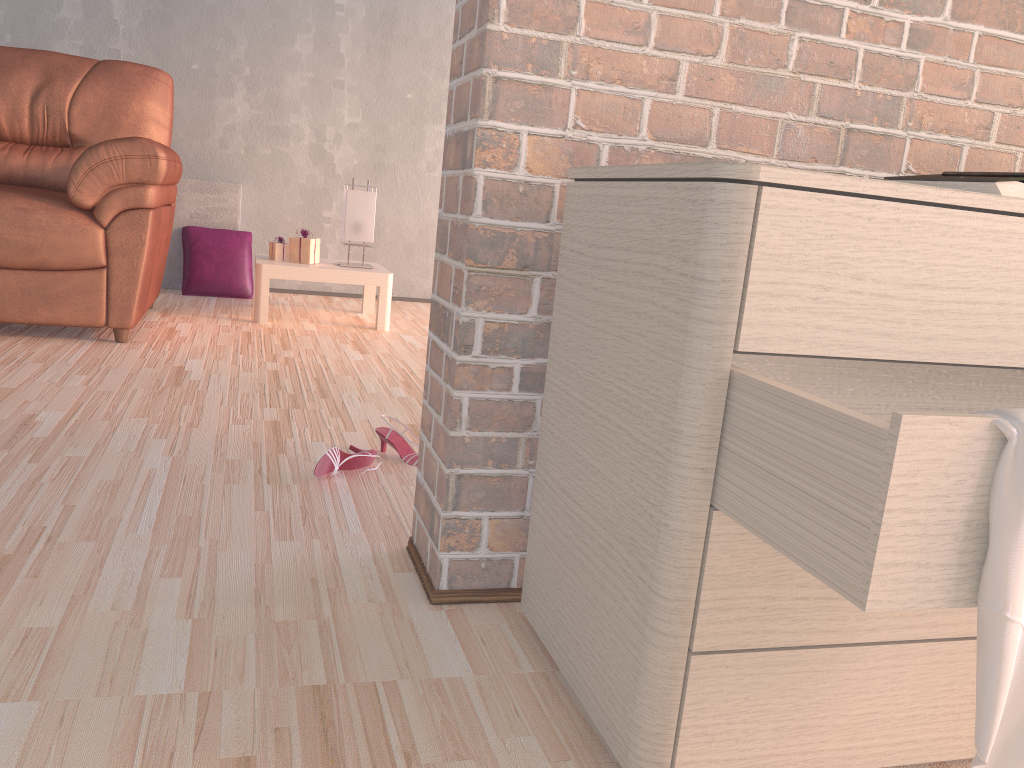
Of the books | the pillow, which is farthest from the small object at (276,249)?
the books

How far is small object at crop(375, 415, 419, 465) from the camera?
1.9m

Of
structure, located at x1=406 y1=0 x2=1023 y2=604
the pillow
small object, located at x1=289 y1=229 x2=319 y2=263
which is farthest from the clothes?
the pillow

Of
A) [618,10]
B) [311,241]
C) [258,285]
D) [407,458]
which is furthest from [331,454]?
[311,241]

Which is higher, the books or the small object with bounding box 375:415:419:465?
the books

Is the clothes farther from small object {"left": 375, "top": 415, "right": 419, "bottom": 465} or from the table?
the table

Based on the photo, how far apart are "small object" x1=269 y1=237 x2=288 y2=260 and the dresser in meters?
2.8

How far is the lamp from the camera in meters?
3.7 m

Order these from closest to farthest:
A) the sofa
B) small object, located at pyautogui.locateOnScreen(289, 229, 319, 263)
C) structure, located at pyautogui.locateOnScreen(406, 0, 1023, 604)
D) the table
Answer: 1. structure, located at pyautogui.locateOnScreen(406, 0, 1023, 604)
2. the sofa
3. the table
4. small object, located at pyautogui.locateOnScreen(289, 229, 319, 263)

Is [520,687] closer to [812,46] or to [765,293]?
[765,293]
